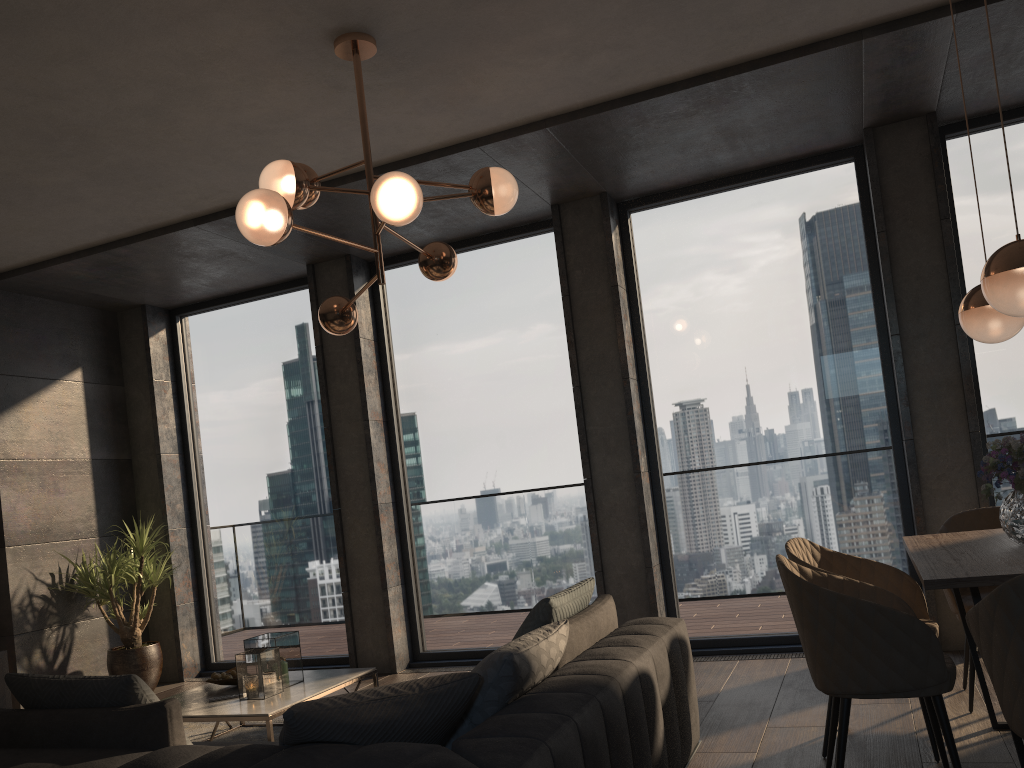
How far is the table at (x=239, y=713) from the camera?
3.86m

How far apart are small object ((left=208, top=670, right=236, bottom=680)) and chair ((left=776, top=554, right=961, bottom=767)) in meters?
2.9

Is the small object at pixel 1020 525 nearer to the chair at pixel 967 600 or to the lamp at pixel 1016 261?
the lamp at pixel 1016 261

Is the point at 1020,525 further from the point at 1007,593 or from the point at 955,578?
the point at 1007,593

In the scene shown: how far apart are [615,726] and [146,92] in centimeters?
329cm

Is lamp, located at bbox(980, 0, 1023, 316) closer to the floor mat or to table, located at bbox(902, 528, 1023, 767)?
table, located at bbox(902, 528, 1023, 767)

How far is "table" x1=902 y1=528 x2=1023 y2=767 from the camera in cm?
246

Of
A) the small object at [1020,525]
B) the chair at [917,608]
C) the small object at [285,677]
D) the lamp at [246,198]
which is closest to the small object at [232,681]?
the small object at [285,677]

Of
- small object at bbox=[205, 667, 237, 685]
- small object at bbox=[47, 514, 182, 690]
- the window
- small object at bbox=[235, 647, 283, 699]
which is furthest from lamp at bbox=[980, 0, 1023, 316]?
small object at bbox=[47, 514, 182, 690]

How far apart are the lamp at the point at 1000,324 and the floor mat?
3.85m
